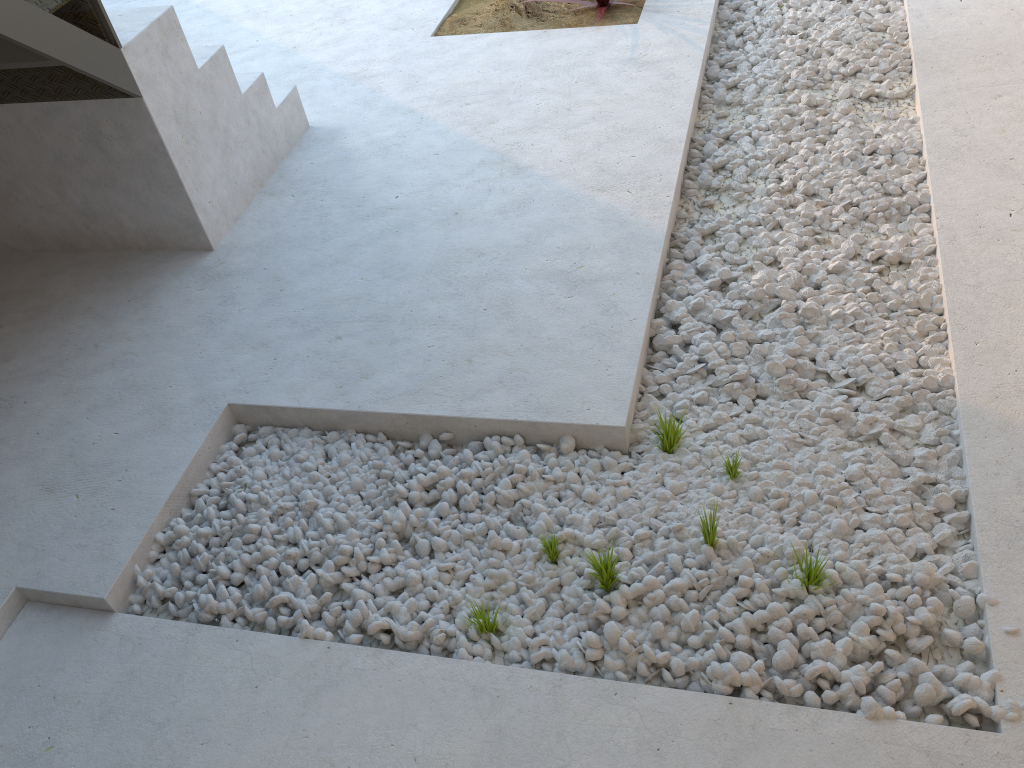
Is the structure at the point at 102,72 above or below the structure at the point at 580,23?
above

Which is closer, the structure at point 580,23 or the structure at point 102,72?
the structure at point 102,72

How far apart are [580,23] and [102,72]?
2.4 meters

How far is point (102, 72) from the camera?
2.7m

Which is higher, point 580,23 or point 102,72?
point 102,72

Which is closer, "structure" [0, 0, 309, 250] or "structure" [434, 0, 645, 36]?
"structure" [0, 0, 309, 250]

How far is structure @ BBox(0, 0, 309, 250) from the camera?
2.7m

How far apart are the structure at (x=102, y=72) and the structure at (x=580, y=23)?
1.1m

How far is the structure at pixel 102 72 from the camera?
2.7m

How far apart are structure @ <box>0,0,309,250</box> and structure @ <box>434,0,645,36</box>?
1.1m
